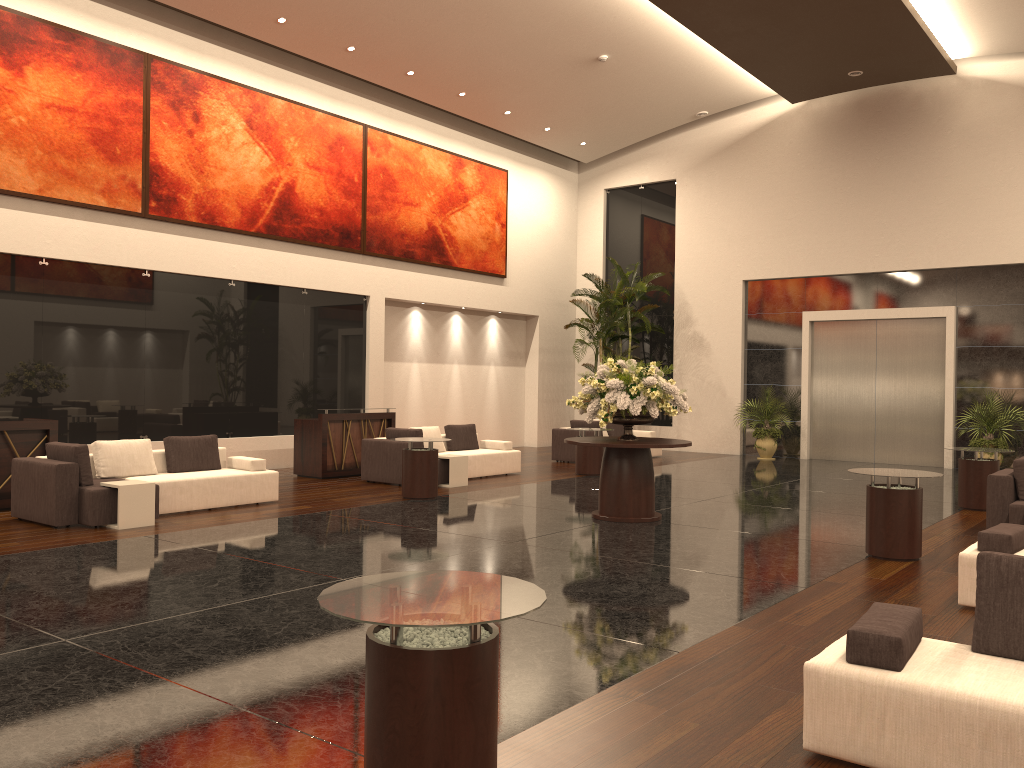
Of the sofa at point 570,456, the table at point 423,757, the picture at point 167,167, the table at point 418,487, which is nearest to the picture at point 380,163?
the picture at point 167,167

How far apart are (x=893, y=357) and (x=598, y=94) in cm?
829

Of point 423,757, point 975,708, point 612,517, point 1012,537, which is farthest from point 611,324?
point 423,757

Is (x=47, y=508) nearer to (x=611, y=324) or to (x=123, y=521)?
(x=123, y=521)

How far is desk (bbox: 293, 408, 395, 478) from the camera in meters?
14.2 m

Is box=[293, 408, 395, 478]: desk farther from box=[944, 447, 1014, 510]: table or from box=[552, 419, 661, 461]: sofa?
box=[944, 447, 1014, 510]: table

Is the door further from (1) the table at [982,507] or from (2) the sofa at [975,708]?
(2) the sofa at [975,708]

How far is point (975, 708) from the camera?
3.39m

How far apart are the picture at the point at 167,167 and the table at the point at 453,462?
5.4 meters

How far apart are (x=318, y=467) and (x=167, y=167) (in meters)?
5.27
